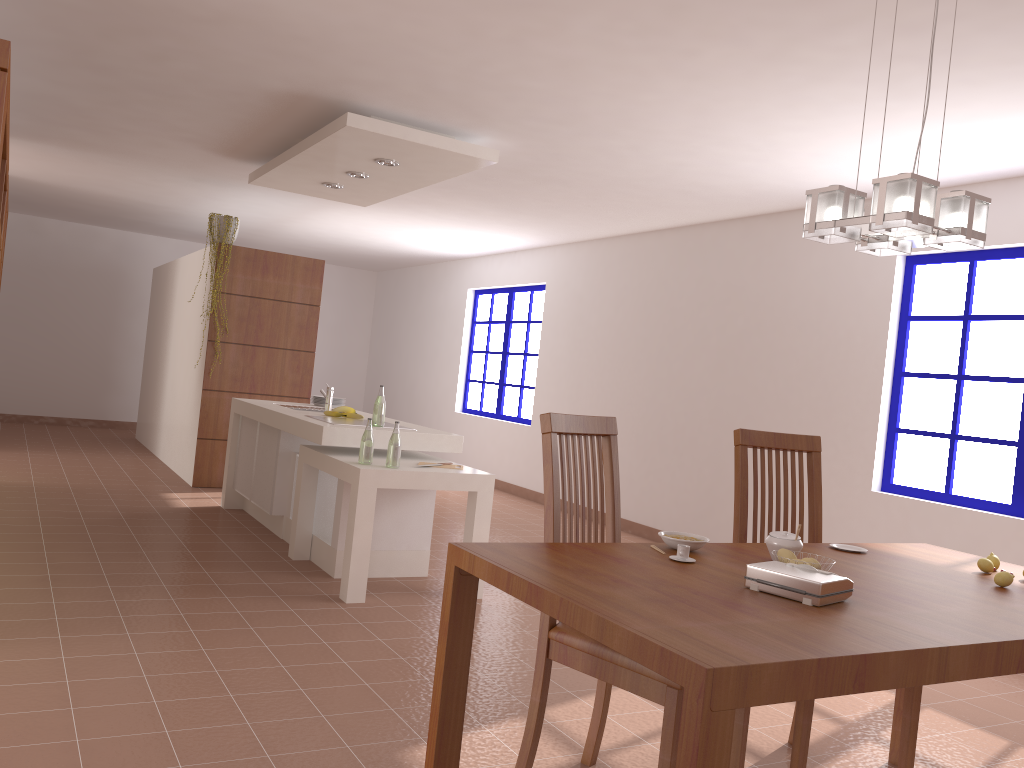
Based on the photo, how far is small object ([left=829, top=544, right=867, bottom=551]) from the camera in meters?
2.7 m

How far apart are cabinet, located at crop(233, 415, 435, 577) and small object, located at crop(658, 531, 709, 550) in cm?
262

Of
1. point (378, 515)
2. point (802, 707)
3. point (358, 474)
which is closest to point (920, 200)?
point (802, 707)

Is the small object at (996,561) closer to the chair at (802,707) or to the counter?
the chair at (802,707)

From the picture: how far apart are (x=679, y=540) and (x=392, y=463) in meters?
2.3 m

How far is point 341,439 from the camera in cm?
466

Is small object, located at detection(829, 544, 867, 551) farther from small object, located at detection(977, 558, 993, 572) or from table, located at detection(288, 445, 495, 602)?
table, located at detection(288, 445, 495, 602)

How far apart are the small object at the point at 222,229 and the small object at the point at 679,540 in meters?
5.7

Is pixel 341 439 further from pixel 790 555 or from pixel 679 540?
pixel 790 555

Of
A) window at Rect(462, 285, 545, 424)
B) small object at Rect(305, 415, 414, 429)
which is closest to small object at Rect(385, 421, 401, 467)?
small object at Rect(305, 415, 414, 429)
